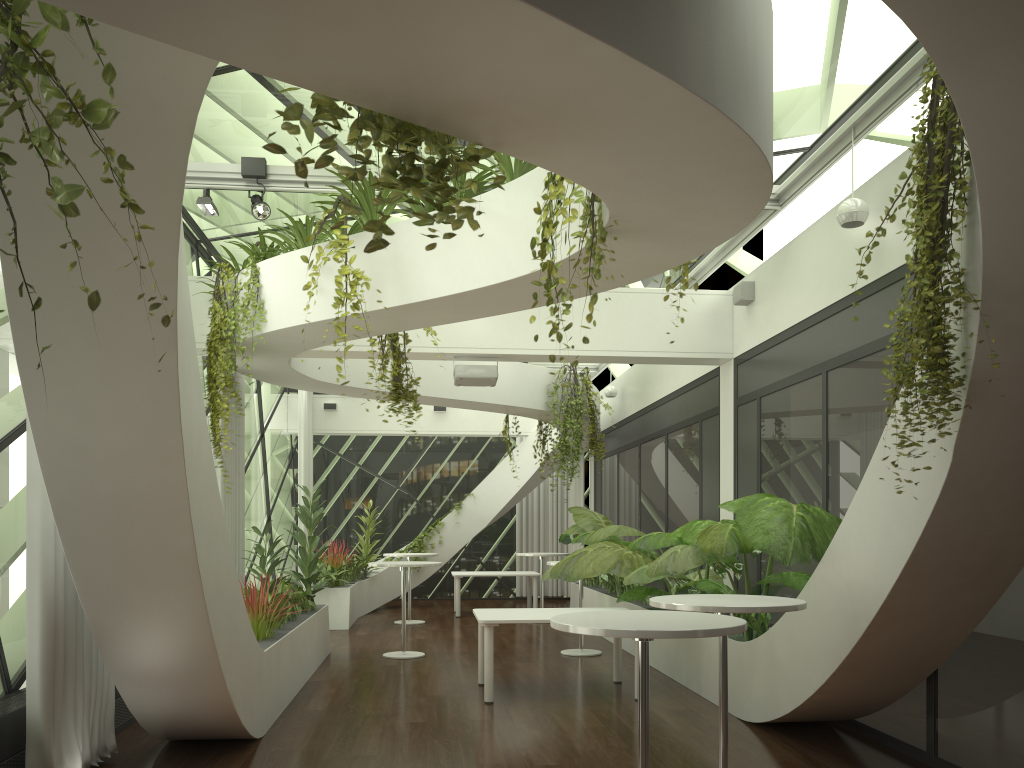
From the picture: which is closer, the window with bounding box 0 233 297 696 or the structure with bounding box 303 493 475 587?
the window with bounding box 0 233 297 696

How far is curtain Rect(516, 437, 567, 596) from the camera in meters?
17.8

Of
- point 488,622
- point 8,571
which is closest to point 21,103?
point 8,571

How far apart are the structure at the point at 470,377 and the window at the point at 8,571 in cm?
315

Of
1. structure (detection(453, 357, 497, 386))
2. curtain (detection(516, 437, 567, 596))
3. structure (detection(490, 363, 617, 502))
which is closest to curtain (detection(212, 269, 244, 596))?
structure (detection(453, 357, 497, 386))

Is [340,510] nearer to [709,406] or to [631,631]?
[709,406]

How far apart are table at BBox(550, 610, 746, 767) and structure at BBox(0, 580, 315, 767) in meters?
3.0 m

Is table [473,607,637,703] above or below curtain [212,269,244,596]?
below

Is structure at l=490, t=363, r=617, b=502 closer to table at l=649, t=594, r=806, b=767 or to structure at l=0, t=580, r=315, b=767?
structure at l=0, t=580, r=315, b=767

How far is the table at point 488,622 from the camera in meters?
7.2
